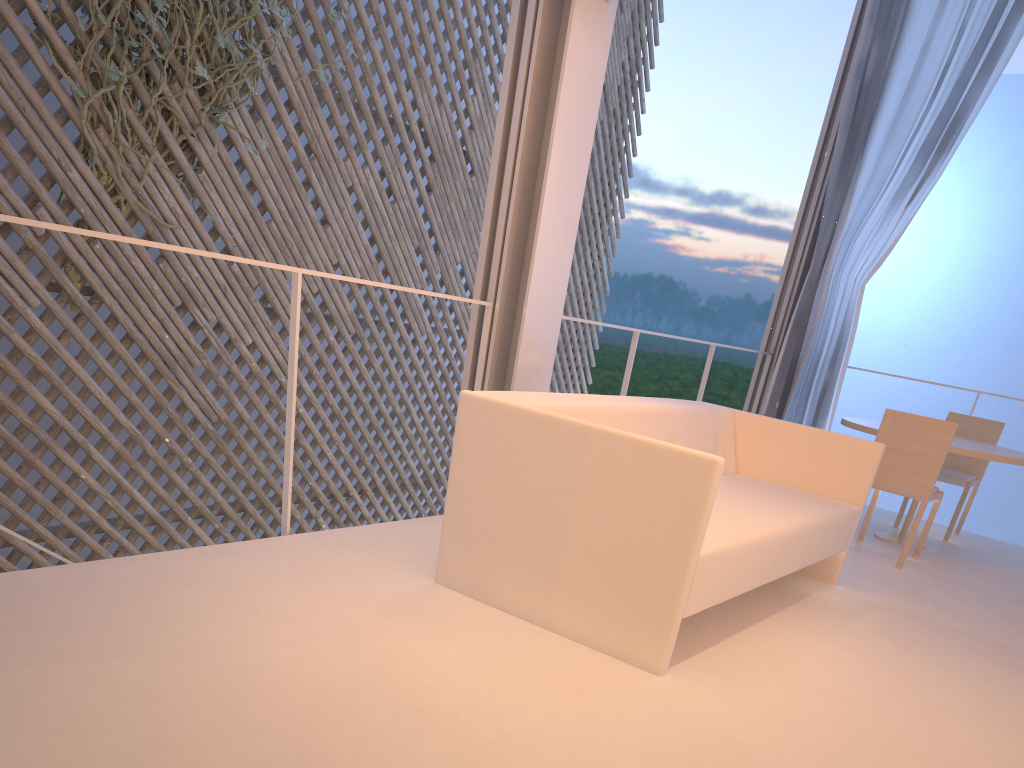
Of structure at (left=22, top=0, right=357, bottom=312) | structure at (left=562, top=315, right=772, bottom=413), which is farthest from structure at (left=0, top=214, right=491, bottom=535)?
structure at (left=22, top=0, right=357, bottom=312)

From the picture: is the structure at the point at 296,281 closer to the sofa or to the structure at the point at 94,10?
the sofa

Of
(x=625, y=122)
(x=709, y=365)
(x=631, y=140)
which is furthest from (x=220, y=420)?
(x=631, y=140)

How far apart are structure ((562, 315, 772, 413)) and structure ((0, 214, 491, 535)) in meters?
0.7 m

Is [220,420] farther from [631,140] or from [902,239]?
[902,239]

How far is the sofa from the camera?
1.3m

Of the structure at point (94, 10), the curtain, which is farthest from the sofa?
the structure at point (94, 10)

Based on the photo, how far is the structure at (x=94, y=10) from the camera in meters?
2.7 m

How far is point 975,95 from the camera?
3.1m

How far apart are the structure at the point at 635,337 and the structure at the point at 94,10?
1.5 meters
